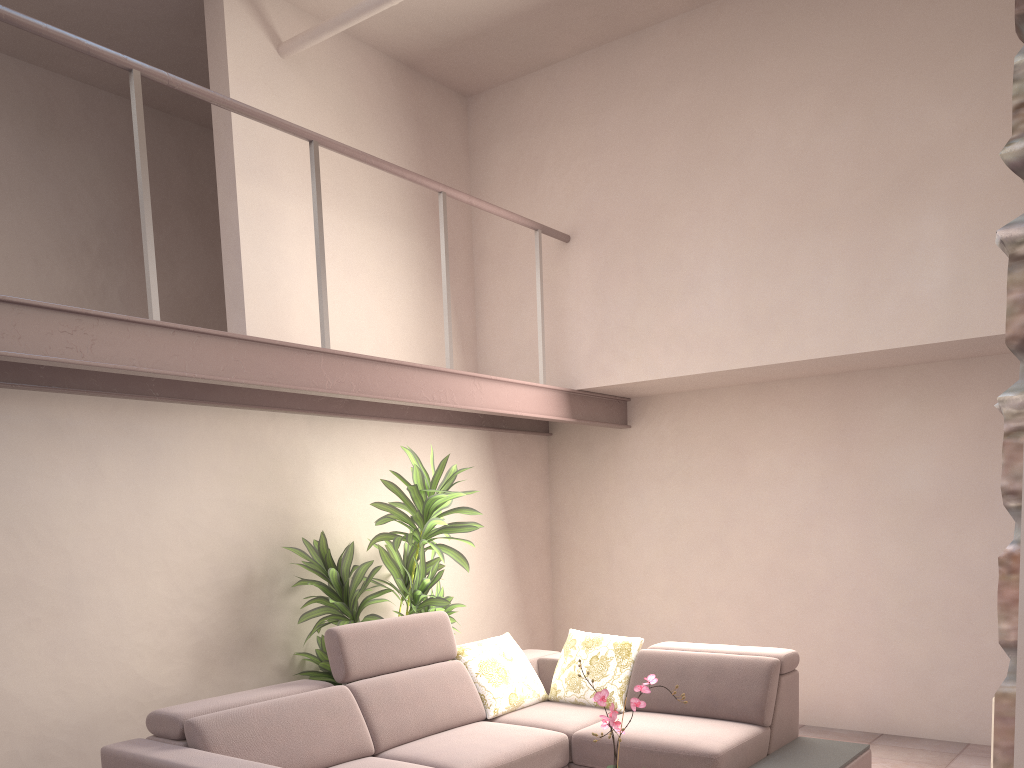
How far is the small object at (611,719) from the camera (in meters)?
3.02

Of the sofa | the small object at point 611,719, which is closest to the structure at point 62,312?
the sofa

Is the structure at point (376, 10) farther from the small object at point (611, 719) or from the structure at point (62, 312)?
the small object at point (611, 719)

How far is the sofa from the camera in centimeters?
364cm

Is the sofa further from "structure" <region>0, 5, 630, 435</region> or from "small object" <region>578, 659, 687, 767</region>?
"structure" <region>0, 5, 630, 435</region>

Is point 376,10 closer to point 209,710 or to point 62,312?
point 62,312

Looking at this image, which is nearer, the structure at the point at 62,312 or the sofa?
the structure at the point at 62,312

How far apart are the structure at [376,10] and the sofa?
3.06m

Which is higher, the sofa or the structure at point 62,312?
the structure at point 62,312

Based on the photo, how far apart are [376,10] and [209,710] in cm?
363
